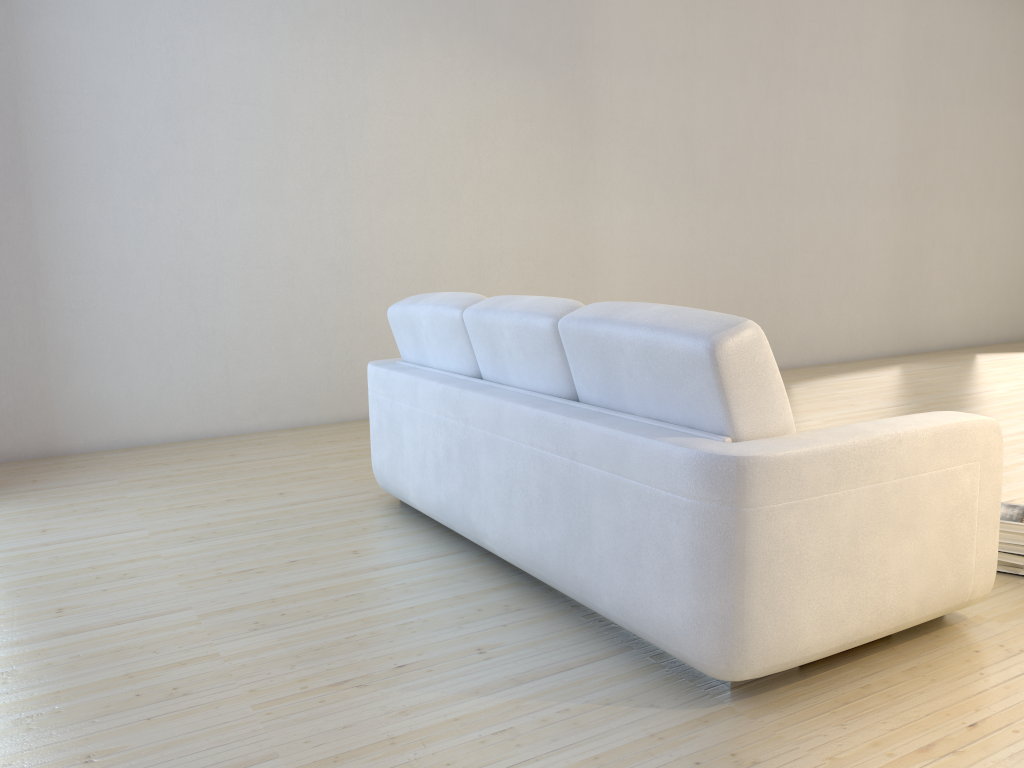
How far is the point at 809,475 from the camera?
1.9m

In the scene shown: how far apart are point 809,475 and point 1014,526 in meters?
1.2 m

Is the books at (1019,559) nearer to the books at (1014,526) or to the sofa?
the books at (1014,526)

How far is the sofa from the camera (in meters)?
1.89

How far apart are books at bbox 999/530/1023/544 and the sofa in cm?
46

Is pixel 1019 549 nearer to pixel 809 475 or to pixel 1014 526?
pixel 1014 526

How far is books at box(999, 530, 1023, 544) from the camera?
2.6 meters

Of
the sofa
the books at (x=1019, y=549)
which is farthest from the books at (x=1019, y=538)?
the sofa

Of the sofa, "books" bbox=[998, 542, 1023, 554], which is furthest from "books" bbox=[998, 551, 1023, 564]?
the sofa

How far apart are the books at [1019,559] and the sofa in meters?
0.5
